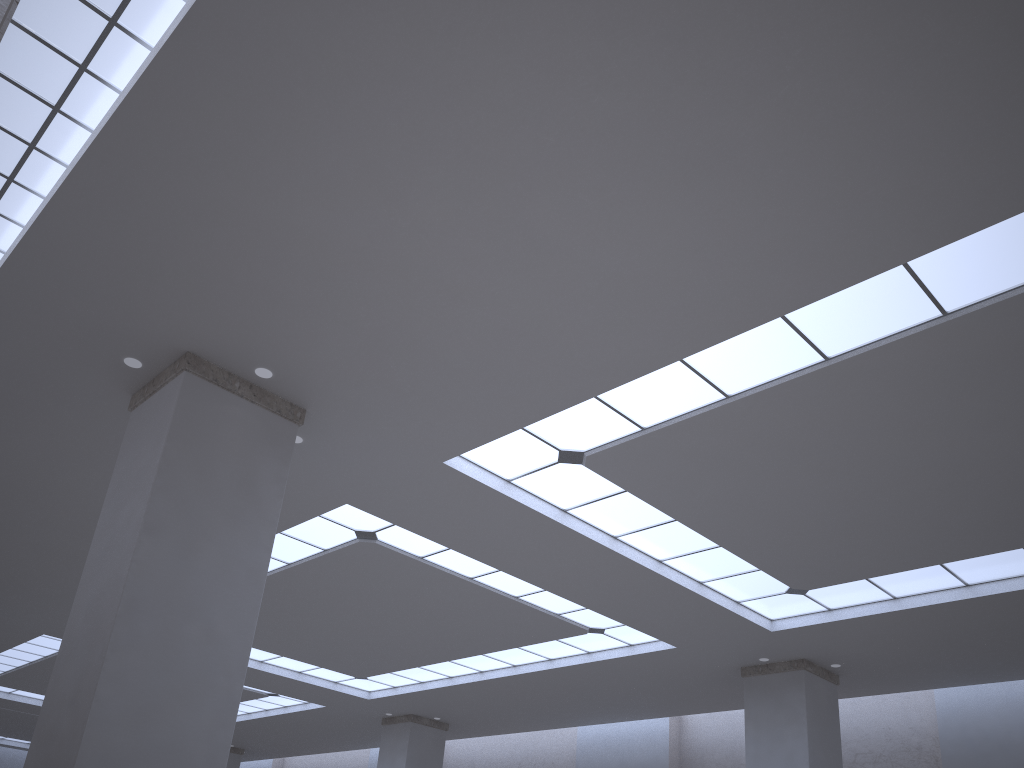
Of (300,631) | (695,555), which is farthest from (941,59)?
(300,631)
